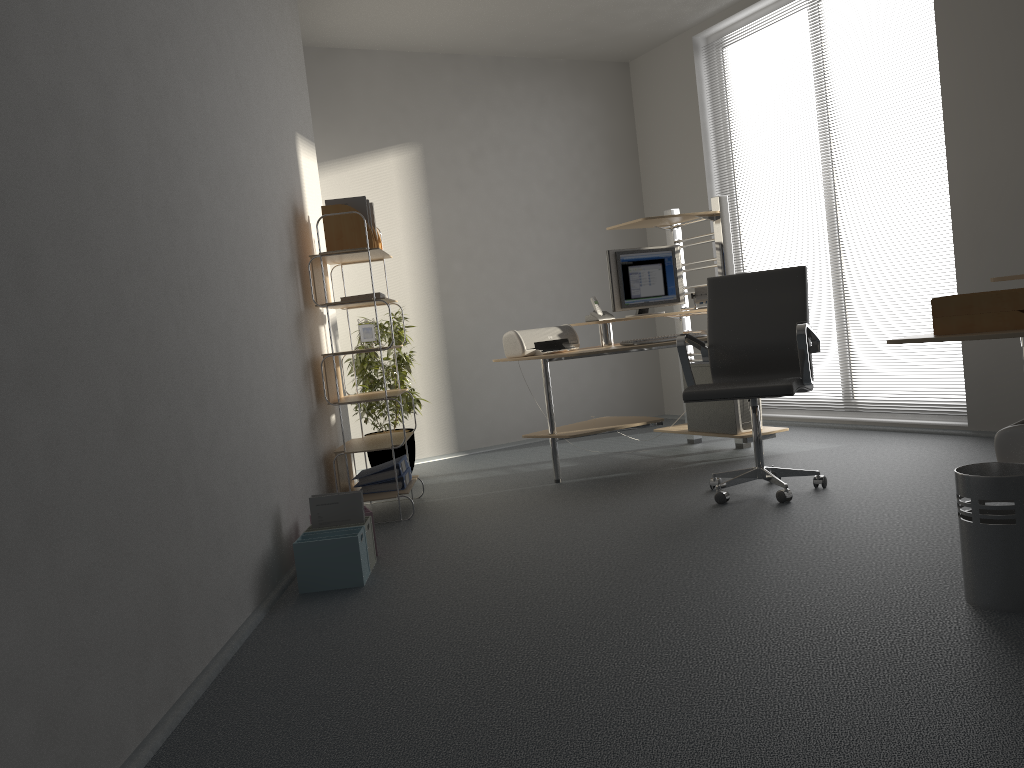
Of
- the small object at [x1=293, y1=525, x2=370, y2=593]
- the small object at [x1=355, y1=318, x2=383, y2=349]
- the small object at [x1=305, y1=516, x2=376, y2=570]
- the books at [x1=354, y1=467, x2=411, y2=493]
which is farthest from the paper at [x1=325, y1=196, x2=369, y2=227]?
the small object at [x1=293, y1=525, x2=370, y2=593]

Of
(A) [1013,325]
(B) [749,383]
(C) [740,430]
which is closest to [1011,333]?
(A) [1013,325]

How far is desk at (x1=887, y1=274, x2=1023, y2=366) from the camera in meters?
2.5 m

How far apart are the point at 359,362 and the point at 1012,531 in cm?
408

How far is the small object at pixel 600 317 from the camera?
5.31m

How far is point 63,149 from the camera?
2.04m

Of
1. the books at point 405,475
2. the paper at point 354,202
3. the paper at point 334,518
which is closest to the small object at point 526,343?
the books at point 405,475

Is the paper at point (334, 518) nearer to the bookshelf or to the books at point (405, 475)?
the bookshelf

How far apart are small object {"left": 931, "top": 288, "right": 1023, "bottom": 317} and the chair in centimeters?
107cm

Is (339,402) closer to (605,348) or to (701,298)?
(605,348)
